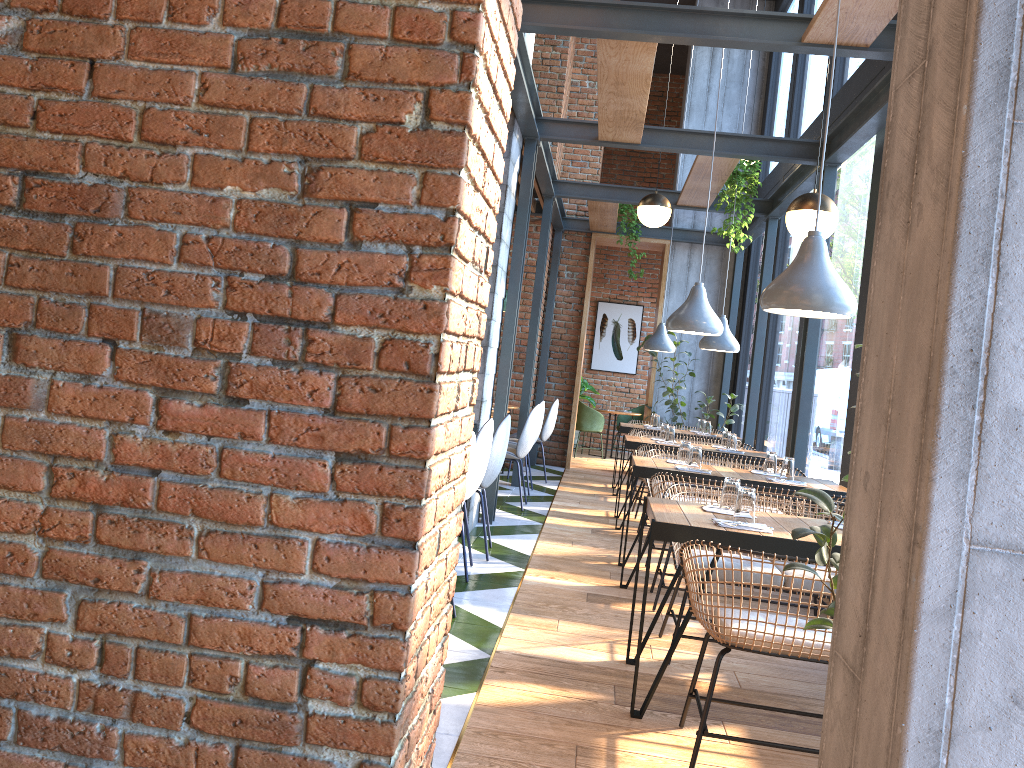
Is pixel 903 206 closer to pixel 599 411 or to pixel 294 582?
pixel 294 582

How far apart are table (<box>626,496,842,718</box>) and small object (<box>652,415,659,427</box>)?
5.3 meters

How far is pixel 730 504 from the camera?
3.58m

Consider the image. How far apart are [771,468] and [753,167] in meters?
3.0

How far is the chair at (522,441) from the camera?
7.4m

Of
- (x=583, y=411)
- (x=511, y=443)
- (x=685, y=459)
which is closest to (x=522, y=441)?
(x=511, y=443)

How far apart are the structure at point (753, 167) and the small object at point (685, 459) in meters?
2.6

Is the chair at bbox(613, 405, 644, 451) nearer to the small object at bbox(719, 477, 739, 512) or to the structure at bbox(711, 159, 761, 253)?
the structure at bbox(711, 159, 761, 253)

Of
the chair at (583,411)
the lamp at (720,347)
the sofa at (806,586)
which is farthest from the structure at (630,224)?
the sofa at (806,586)

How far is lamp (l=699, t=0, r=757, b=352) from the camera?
7.6m
